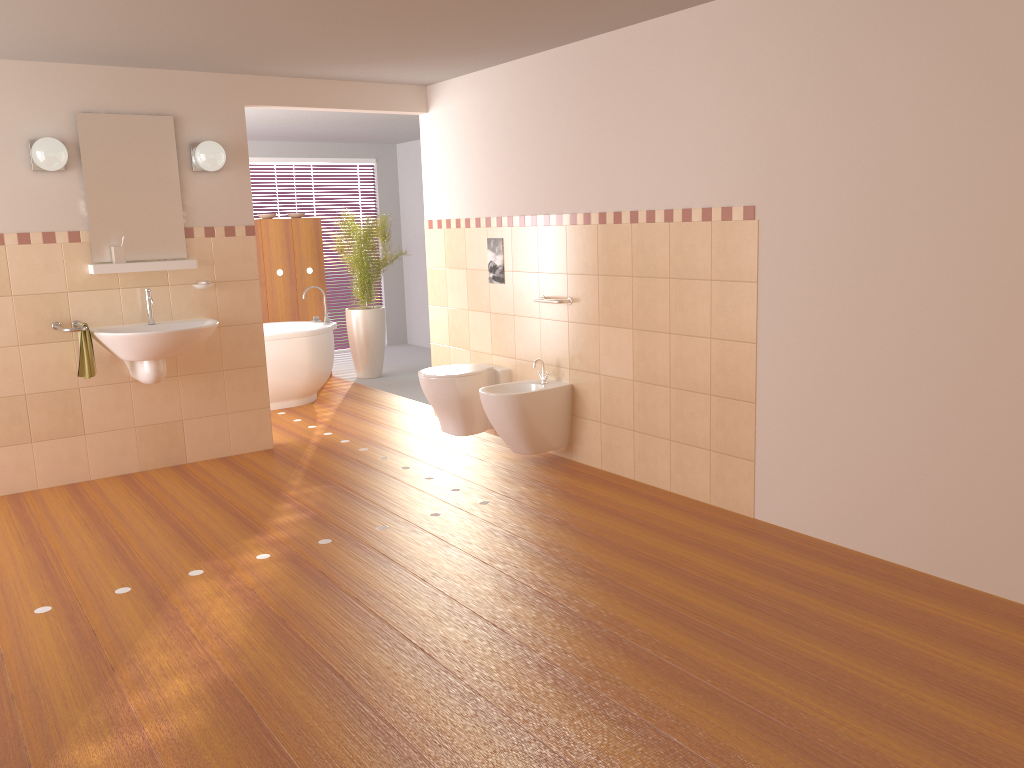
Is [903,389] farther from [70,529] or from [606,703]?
[70,529]

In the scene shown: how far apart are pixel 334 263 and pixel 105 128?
5.0 meters

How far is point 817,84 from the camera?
3.5 meters

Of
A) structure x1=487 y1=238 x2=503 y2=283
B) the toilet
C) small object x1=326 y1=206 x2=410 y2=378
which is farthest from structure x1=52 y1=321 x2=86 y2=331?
small object x1=326 y1=206 x2=410 y2=378

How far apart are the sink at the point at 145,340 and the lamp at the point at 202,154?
0.8m

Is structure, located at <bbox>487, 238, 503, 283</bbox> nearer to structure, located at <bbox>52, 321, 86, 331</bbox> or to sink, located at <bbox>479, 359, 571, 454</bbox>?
Result: sink, located at <bbox>479, 359, 571, 454</bbox>

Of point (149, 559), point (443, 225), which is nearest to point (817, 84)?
point (443, 225)

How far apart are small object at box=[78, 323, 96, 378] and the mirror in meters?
0.5 m

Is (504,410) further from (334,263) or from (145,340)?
(334,263)

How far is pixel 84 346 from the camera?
4.7 meters
